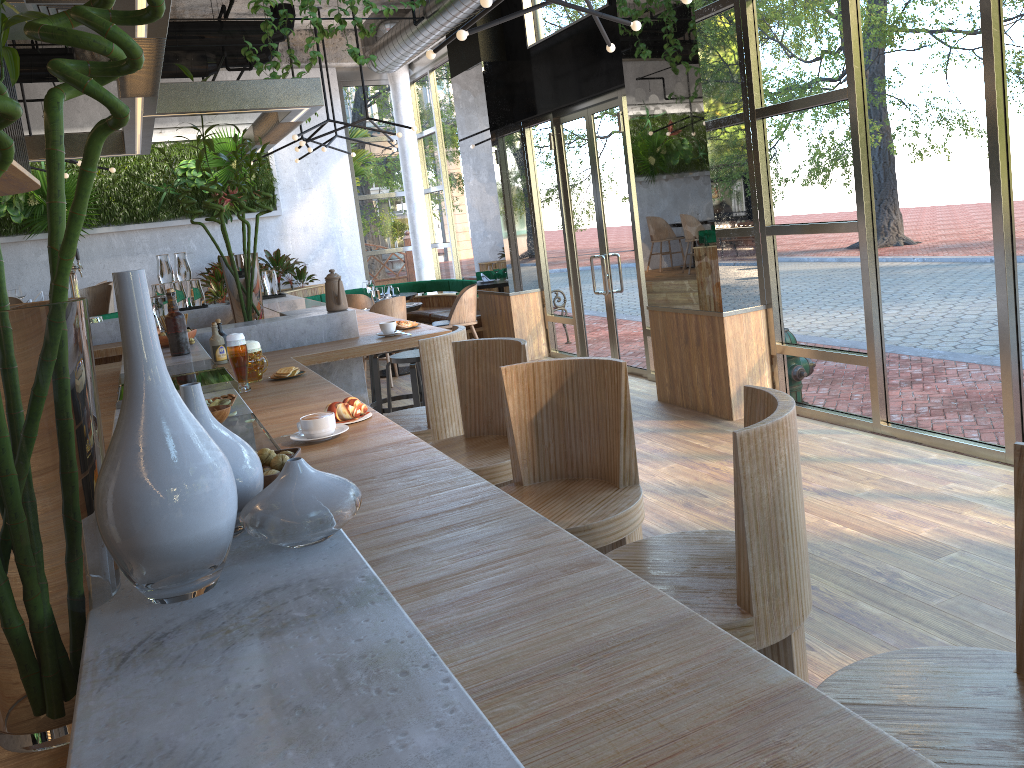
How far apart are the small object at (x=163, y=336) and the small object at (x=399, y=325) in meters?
1.2 m

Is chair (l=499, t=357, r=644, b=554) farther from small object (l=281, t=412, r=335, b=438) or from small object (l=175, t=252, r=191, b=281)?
small object (l=175, t=252, r=191, b=281)

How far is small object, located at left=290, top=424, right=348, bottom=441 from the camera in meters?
2.5 m

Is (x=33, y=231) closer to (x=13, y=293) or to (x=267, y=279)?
(x=13, y=293)

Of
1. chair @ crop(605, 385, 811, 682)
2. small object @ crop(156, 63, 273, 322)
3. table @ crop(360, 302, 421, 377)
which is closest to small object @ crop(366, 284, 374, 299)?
table @ crop(360, 302, 421, 377)

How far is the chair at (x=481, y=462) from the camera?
3.3 meters

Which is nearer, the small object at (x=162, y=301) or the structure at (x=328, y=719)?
the structure at (x=328, y=719)

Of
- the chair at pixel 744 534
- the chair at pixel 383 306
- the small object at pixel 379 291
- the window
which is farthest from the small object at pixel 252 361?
the small object at pixel 379 291

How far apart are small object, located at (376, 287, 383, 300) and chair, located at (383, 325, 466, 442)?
5.7m

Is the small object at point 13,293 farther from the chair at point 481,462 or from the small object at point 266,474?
the small object at point 266,474
